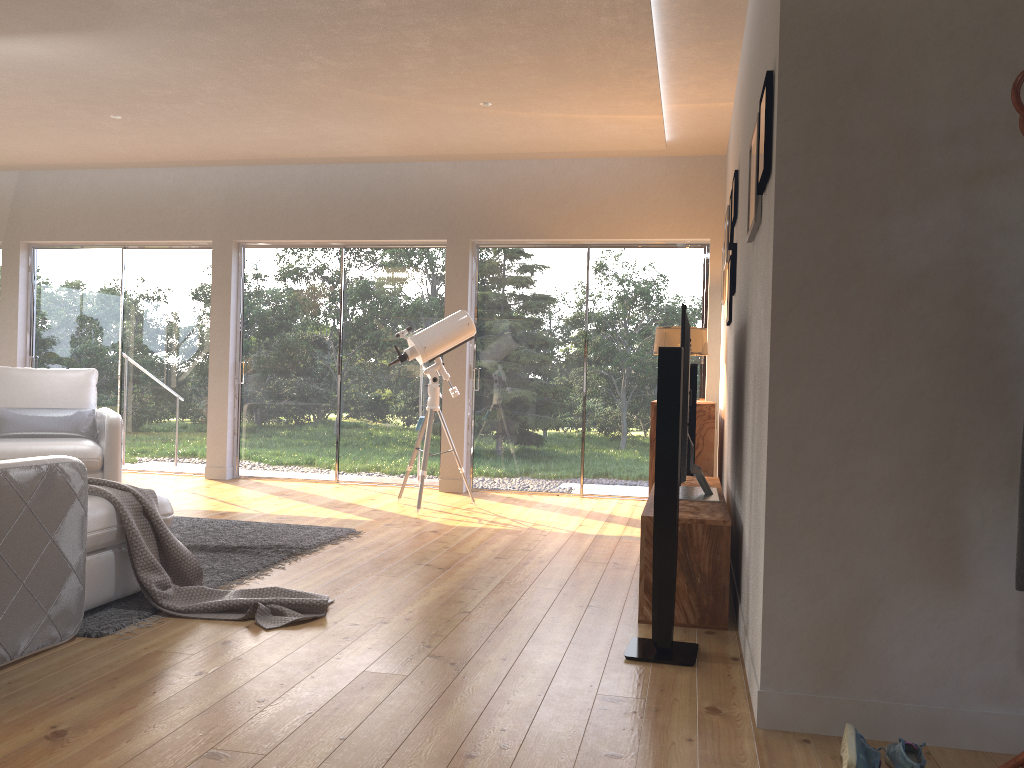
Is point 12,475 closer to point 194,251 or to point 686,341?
point 686,341

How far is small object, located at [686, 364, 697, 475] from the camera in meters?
5.3 m

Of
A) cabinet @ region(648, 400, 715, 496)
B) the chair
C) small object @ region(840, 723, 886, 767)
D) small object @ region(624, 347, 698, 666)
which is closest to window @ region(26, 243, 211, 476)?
the chair

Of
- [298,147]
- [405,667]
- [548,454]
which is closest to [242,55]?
[298,147]

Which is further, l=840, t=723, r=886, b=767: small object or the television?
the television

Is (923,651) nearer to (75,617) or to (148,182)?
(75,617)

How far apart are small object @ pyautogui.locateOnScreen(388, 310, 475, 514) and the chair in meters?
2.0

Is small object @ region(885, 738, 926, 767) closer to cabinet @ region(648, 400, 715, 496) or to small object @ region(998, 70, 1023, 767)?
small object @ region(998, 70, 1023, 767)

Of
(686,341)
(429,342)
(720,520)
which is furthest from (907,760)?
(429,342)

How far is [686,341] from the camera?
3.72m
